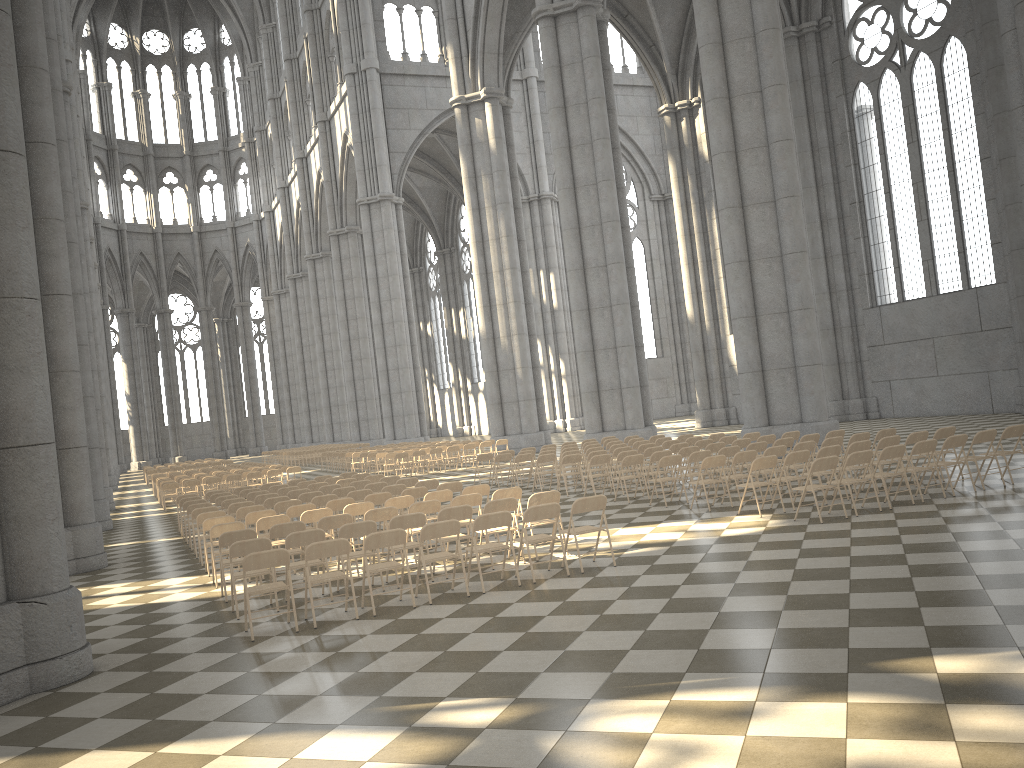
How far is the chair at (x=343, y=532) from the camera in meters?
9.9

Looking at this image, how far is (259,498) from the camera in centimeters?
1618cm

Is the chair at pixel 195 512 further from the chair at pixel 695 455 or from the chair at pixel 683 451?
the chair at pixel 683 451

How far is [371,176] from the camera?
48.68m

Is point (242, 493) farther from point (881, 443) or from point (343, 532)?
point (881, 443)

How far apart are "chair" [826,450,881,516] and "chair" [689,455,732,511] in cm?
206

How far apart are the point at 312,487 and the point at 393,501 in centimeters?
578cm

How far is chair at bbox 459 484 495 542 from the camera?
12.91m

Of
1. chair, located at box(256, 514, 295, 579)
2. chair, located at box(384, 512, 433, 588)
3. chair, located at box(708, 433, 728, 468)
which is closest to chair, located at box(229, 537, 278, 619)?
chair, located at box(384, 512, 433, 588)

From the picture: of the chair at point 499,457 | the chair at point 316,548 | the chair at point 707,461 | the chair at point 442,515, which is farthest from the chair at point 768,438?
the chair at point 316,548
